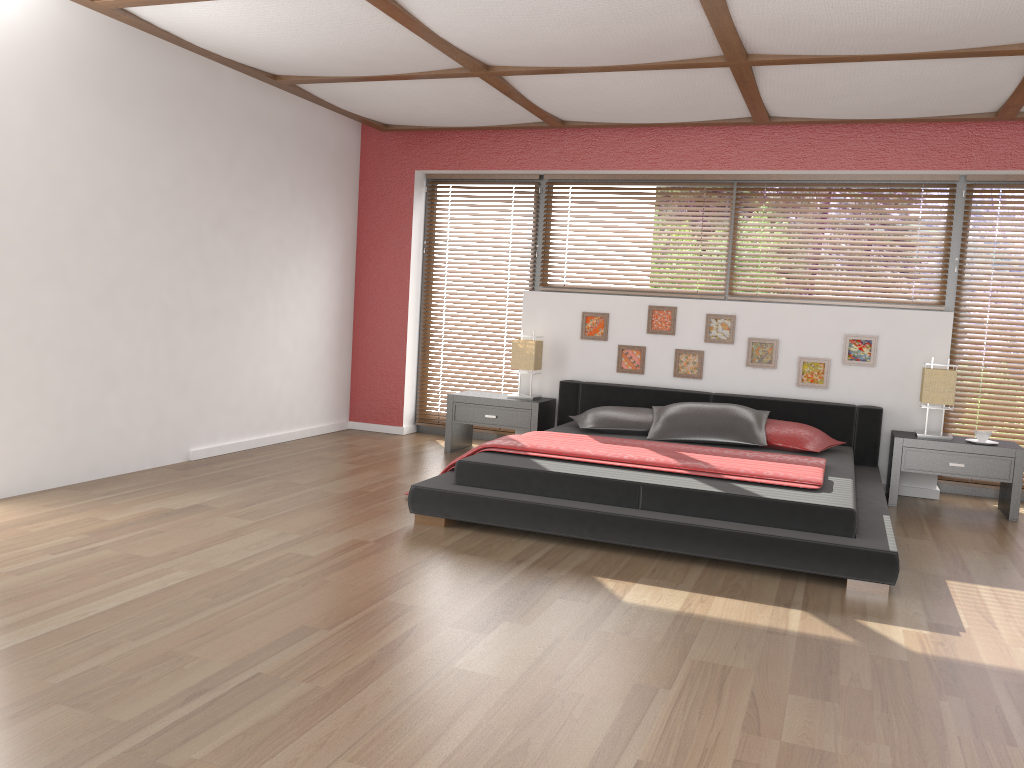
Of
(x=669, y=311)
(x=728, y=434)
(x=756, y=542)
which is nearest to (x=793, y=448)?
(x=728, y=434)

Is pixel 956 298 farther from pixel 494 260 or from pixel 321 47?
pixel 321 47

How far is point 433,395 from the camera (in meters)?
7.24

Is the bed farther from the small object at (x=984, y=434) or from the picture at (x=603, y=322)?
the small object at (x=984, y=434)

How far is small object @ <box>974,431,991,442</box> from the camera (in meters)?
5.27

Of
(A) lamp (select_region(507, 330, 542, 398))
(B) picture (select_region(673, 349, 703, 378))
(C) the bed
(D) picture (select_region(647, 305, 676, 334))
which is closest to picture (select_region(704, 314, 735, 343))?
(B) picture (select_region(673, 349, 703, 378))

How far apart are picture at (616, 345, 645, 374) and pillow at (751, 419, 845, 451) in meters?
1.1

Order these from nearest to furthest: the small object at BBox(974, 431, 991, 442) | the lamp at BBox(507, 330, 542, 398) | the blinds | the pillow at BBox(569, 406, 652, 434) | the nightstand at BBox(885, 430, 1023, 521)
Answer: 1. the nightstand at BBox(885, 430, 1023, 521)
2. the small object at BBox(974, 431, 991, 442)
3. the pillow at BBox(569, 406, 652, 434)
4. the lamp at BBox(507, 330, 542, 398)
5. the blinds

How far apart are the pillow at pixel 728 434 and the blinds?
2.16m

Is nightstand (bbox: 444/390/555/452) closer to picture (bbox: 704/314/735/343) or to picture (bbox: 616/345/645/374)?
picture (bbox: 616/345/645/374)
